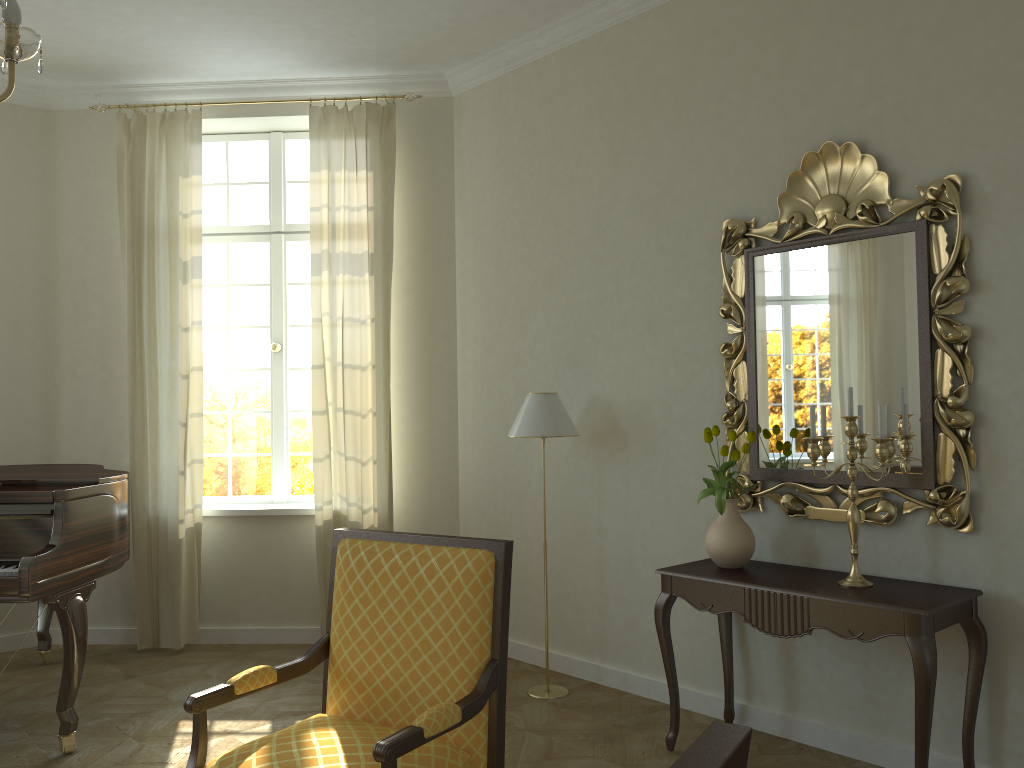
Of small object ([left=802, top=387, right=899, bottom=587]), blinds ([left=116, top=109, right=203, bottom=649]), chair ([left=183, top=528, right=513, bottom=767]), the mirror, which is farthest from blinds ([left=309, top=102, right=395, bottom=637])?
small object ([left=802, top=387, right=899, bottom=587])

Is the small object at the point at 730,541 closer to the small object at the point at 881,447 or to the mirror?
the mirror

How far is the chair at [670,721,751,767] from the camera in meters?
0.9 m

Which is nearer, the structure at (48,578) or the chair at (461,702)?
the chair at (461,702)

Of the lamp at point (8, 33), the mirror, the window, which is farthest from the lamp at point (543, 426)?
the lamp at point (8, 33)

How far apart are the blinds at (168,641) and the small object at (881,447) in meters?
3.8

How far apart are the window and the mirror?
3.0 meters

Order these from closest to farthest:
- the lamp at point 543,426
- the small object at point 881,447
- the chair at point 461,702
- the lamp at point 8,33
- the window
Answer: the lamp at point 8,33
the chair at point 461,702
the small object at point 881,447
the lamp at point 543,426
the window

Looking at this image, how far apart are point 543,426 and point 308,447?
2.20m

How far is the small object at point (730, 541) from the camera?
3.7m
